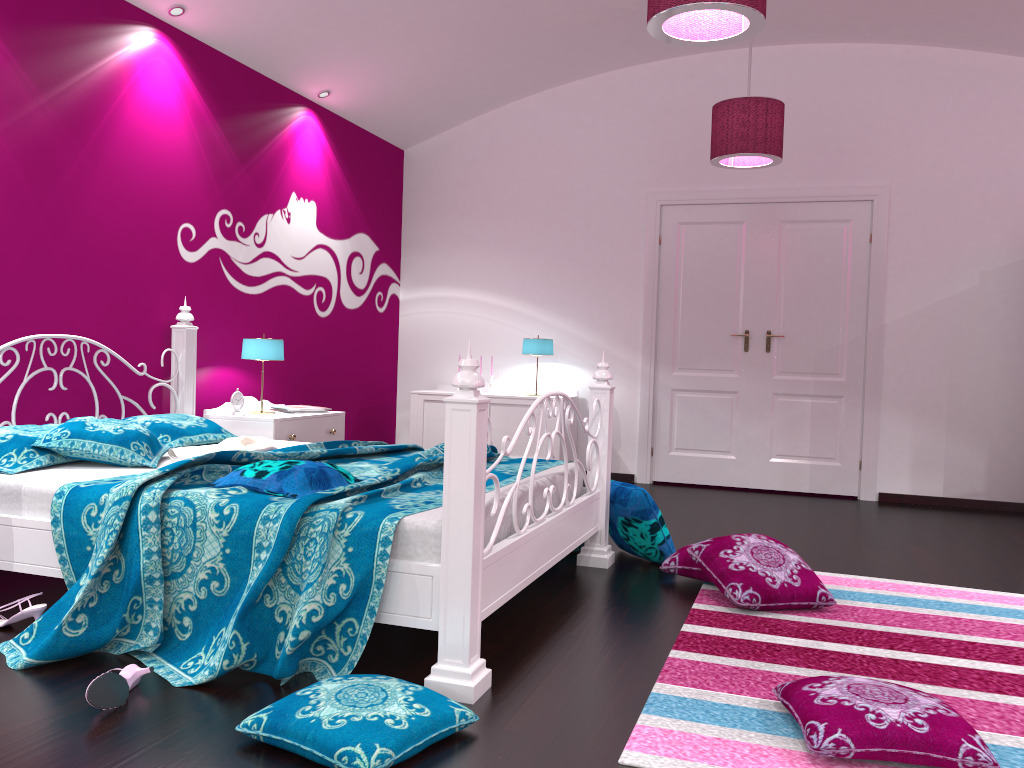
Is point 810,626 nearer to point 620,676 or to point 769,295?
point 620,676

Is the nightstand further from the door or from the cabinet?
the door

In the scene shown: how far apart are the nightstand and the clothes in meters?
0.3 m

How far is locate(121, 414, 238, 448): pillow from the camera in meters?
3.8 m

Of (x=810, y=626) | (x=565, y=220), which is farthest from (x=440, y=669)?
(x=565, y=220)

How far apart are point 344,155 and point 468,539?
4.5 meters

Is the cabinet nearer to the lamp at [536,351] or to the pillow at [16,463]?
the lamp at [536,351]

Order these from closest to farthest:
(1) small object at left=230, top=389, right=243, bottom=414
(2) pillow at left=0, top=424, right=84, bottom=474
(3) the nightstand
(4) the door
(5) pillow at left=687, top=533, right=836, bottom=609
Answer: (2) pillow at left=0, top=424, right=84, bottom=474
(5) pillow at left=687, top=533, right=836, bottom=609
(3) the nightstand
(1) small object at left=230, top=389, right=243, bottom=414
(4) the door

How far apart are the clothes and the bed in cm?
6

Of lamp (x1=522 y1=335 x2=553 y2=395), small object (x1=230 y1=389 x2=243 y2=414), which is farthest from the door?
small object (x1=230 y1=389 x2=243 y2=414)
